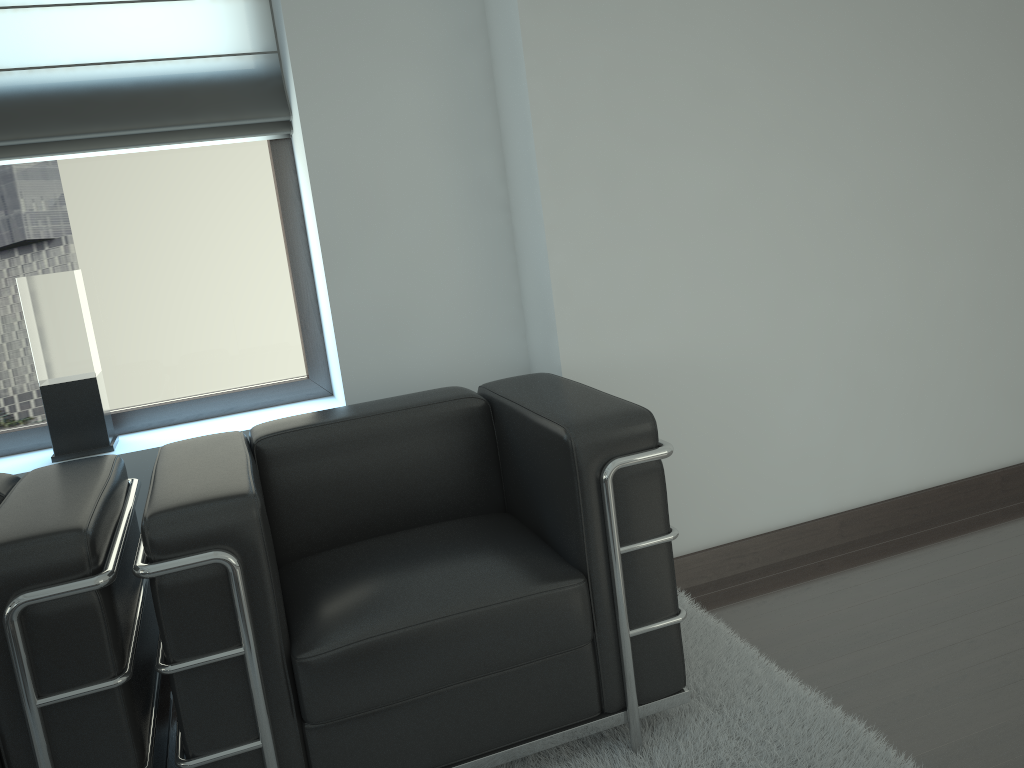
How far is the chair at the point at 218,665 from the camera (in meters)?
2.48

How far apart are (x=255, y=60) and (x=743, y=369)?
2.6 meters

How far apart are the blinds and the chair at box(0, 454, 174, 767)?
1.4m

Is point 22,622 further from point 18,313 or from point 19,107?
point 19,107

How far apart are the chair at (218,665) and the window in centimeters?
102cm

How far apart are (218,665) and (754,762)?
1.71m

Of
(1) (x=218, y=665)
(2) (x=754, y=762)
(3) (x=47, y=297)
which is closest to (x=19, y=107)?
(3) (x=47, y=297)

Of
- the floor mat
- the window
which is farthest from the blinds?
Result: the floor mat

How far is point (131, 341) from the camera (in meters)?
4.13

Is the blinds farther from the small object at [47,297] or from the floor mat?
the floor mat
